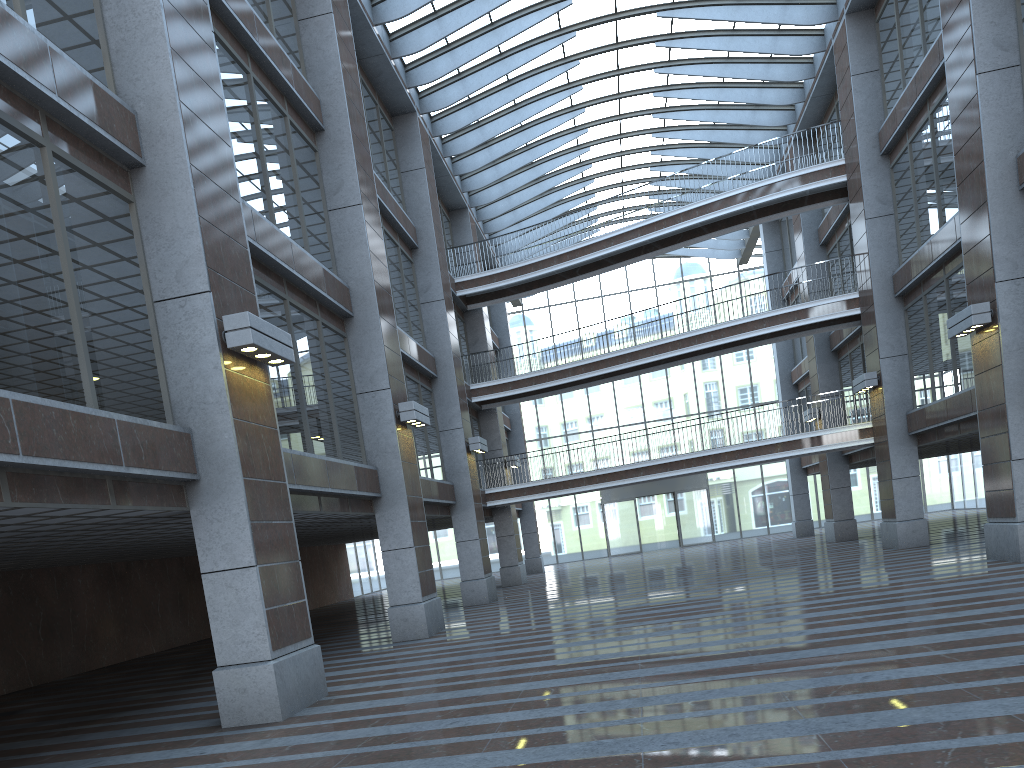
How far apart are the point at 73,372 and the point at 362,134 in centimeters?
1003cm
